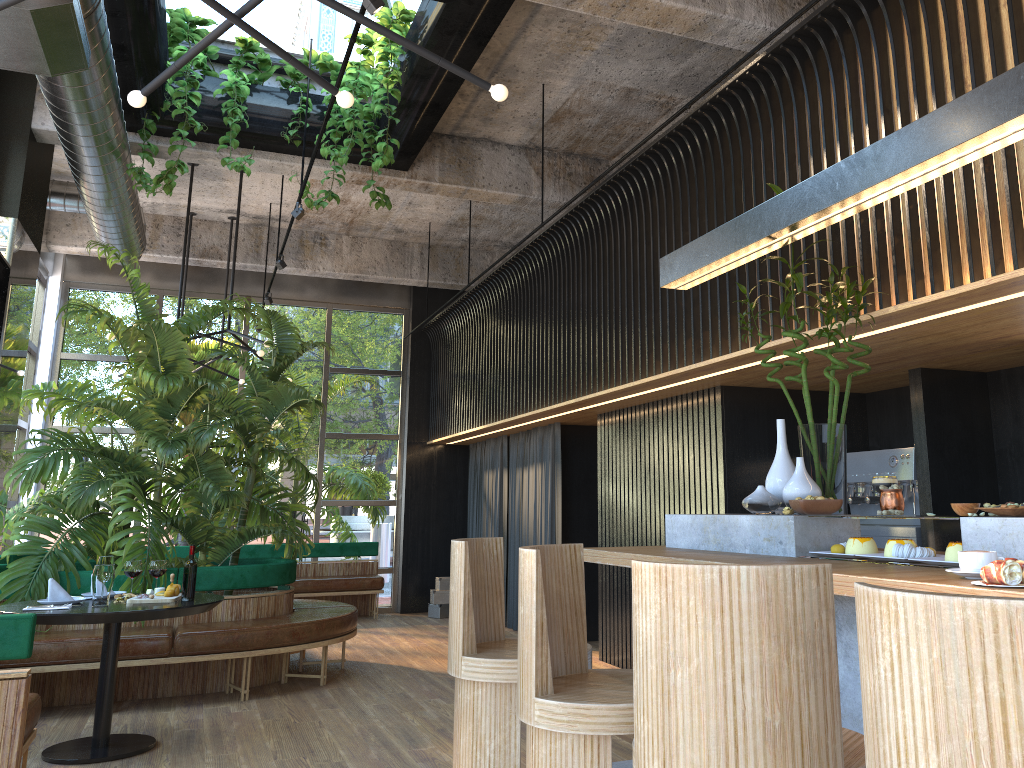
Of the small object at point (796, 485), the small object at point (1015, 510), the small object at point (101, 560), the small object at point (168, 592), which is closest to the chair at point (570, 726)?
the small object at point (796, 485)

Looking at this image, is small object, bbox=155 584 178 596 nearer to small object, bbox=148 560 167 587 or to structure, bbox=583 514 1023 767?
small object, bbox=148 560 167 587

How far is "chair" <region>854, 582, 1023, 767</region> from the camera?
1.16m

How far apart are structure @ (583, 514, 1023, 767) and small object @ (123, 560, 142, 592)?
1.8 meters

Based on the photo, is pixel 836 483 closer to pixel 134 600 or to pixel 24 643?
pixel 24 643

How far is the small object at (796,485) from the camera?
3.53m

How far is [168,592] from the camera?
4.9m

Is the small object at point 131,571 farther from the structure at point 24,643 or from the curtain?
the curtain

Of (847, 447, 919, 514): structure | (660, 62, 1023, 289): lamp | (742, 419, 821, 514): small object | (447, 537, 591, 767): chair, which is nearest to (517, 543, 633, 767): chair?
(447, 537, 591, 767): chair

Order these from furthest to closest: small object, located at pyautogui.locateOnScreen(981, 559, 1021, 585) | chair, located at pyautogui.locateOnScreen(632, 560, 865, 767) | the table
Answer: the table → small object, located at pyautogui.locateOnScreen(981, 559, 1021, 585) → chair, located at pyautogui.locateOnScreen(632, 560, 865, 767)
